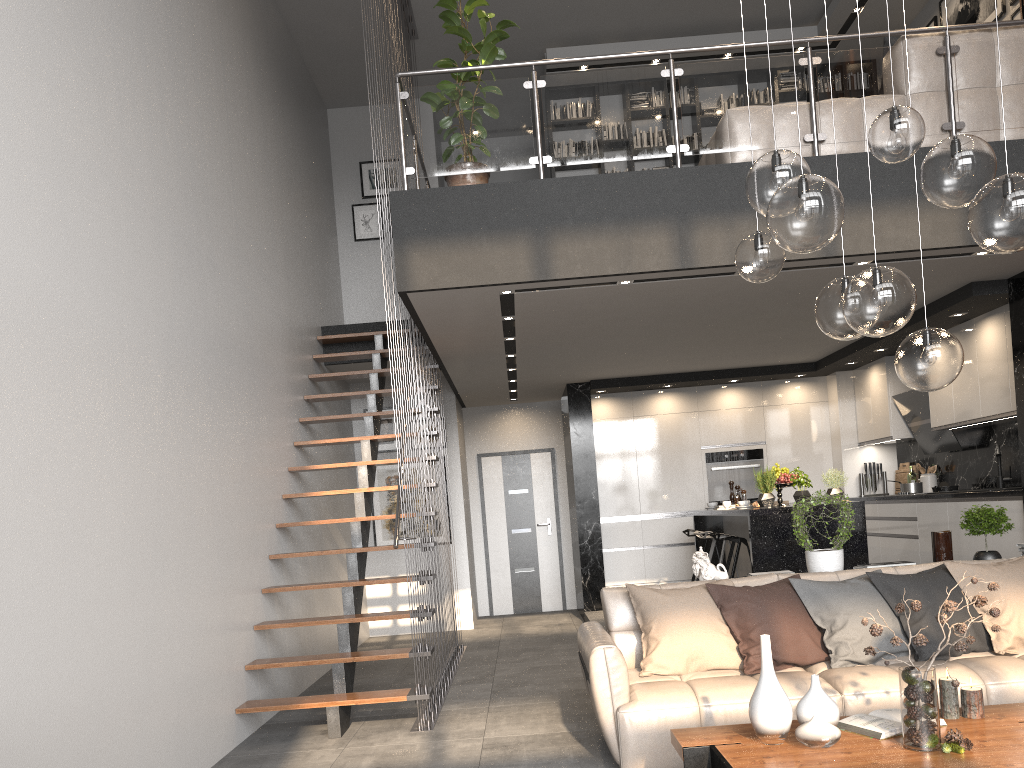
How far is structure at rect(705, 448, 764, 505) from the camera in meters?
9.9 m

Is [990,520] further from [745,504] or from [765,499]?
[745,504]

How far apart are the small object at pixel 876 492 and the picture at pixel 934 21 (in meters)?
4.58

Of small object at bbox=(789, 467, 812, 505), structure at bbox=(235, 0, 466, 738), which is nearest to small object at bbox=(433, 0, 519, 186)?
structure at bbox=(235, 0, 466, 738)

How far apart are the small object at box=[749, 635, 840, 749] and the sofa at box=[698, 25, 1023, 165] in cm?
343

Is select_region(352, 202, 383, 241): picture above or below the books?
above

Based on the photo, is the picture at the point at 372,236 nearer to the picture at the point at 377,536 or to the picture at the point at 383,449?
the picture at the point at 383,449

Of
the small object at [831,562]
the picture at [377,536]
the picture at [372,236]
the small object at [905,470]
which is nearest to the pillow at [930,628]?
the small object at [831,562]

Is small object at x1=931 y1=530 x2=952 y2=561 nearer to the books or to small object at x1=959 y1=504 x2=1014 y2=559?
small object at x1=959 y1=504 x2=1014 y2=559

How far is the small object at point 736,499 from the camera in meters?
8.6 m
